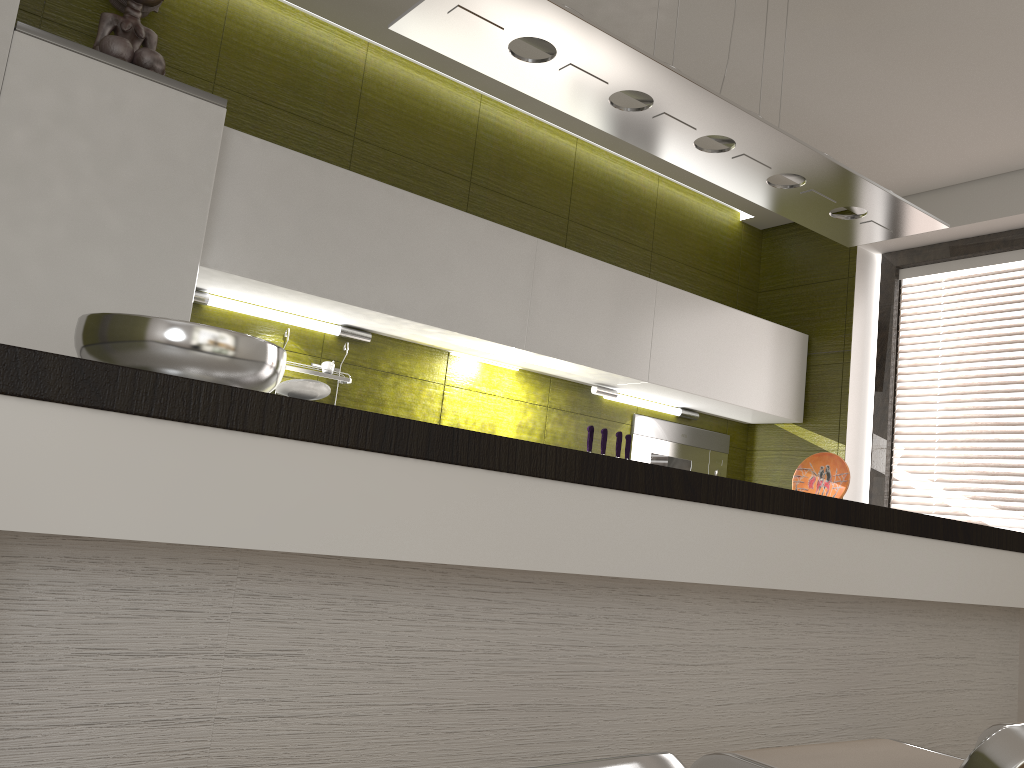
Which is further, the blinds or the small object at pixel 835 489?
the blinds

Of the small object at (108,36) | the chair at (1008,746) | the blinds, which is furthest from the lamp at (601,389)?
the chair at (1008,746)

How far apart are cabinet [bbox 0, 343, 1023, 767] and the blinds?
1.0 meters

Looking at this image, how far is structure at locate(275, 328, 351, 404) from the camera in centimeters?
308cm

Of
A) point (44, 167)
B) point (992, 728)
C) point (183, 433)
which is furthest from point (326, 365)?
point (992, 728)

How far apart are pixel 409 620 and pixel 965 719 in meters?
1.9

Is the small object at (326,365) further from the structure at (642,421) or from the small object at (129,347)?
the small object at (129,347)

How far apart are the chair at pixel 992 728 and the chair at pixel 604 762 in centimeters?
139cm

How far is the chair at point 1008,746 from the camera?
0.92m

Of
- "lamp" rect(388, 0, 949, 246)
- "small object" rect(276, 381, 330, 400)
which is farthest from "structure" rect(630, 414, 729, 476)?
"small object" rect(276, 381, 330, 400)
